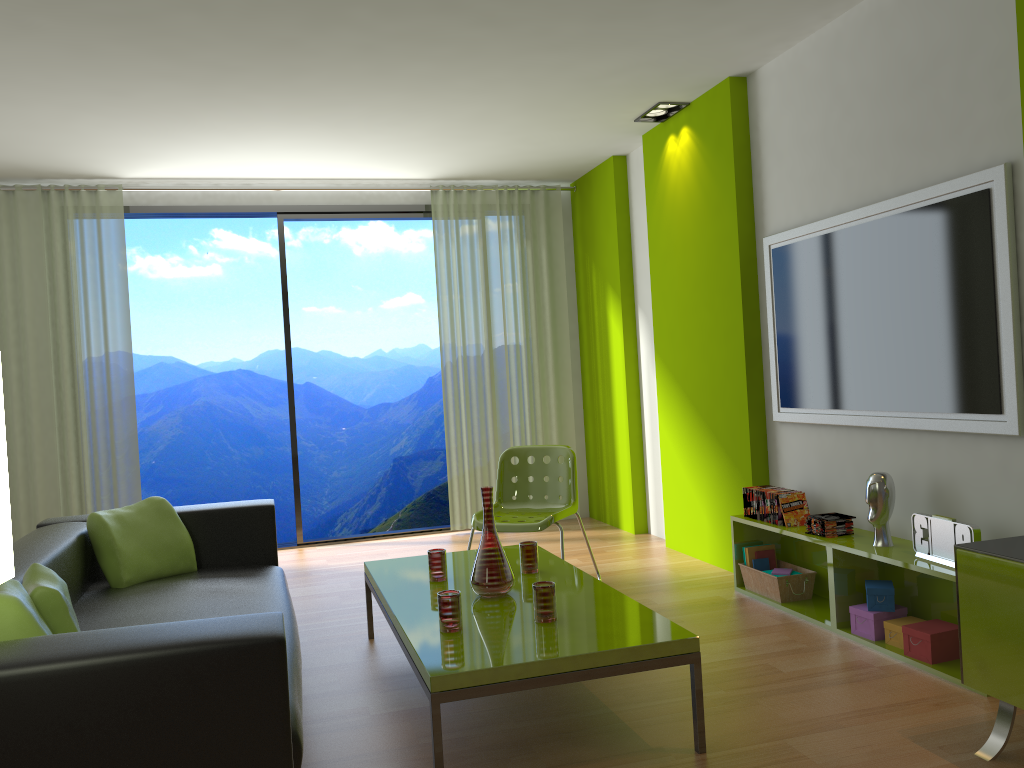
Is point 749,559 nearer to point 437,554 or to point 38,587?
point 437,554

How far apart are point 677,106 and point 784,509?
2.4m

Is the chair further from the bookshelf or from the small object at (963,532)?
the small object at (963,532)

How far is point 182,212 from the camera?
6.2 meters

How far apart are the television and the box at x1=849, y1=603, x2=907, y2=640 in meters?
0.7 m

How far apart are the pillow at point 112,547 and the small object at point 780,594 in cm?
260

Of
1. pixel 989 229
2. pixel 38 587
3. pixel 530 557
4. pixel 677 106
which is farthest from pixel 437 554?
pixel 677 106

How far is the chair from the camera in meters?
4.5

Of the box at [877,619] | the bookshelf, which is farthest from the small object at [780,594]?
the box at [877,619]

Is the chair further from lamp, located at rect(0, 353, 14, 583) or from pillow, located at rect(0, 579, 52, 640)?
lamp, located at rect(0, 353, 14, 583)
